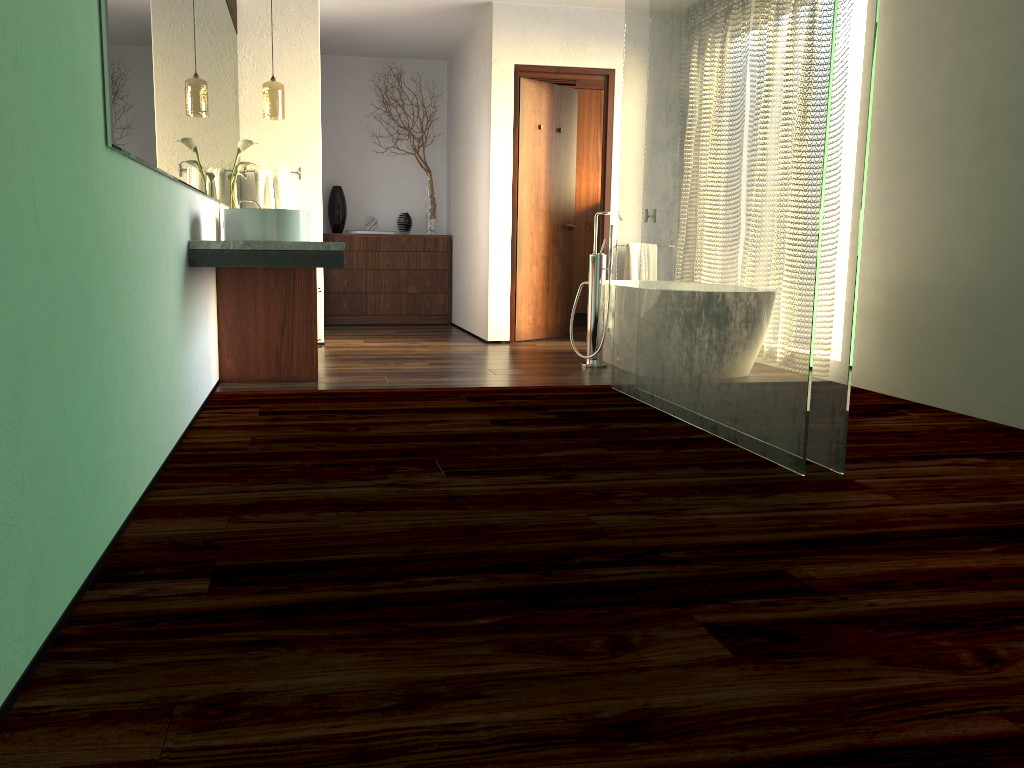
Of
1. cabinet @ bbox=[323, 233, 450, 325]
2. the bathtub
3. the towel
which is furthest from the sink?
cabinet @ bbox=[323, 233, 450, 325]

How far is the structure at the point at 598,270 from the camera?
5.13m

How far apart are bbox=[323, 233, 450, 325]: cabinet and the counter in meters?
3.2 m

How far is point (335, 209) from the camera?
7.7m

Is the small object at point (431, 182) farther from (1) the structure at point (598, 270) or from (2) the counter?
(2) the counter

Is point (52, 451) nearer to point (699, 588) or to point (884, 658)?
point (699, 588)

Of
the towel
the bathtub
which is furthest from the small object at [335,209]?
the bathtub

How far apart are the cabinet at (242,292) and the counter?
0.1 meters

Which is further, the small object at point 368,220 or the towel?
the small object at point 368,220

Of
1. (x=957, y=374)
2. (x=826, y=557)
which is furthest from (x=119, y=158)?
(x=957, y=374)
